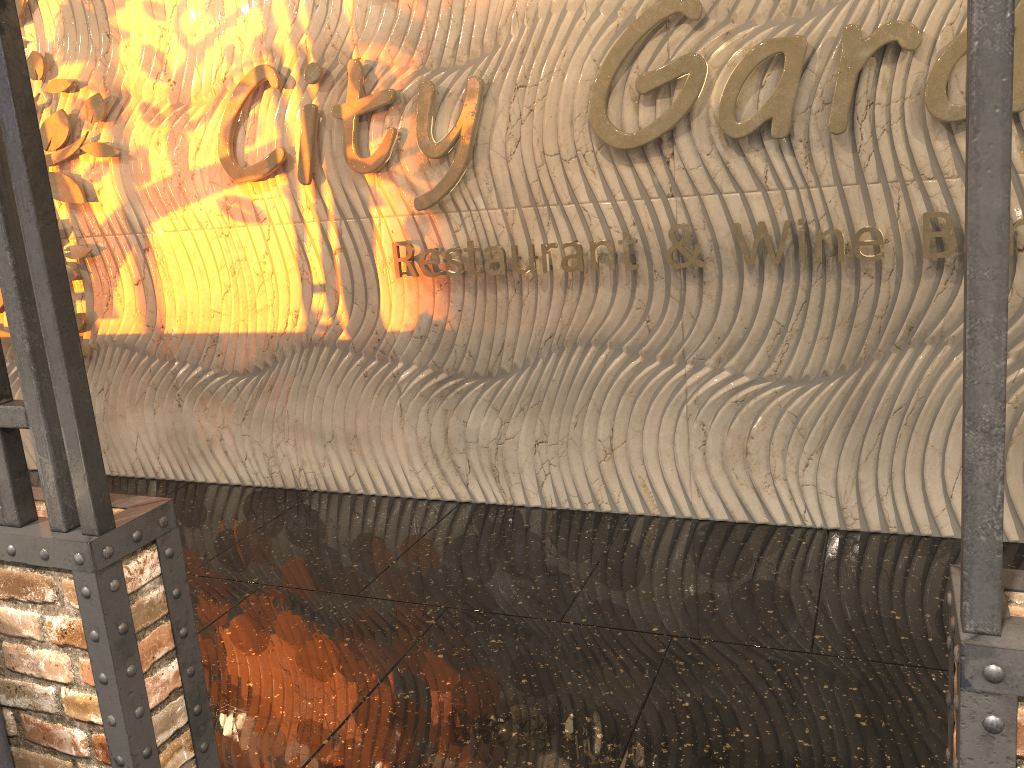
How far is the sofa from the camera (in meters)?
2.16

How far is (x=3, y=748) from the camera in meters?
2.2

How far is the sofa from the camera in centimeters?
216cm

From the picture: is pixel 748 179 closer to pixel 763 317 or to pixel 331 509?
pixel 763 317
